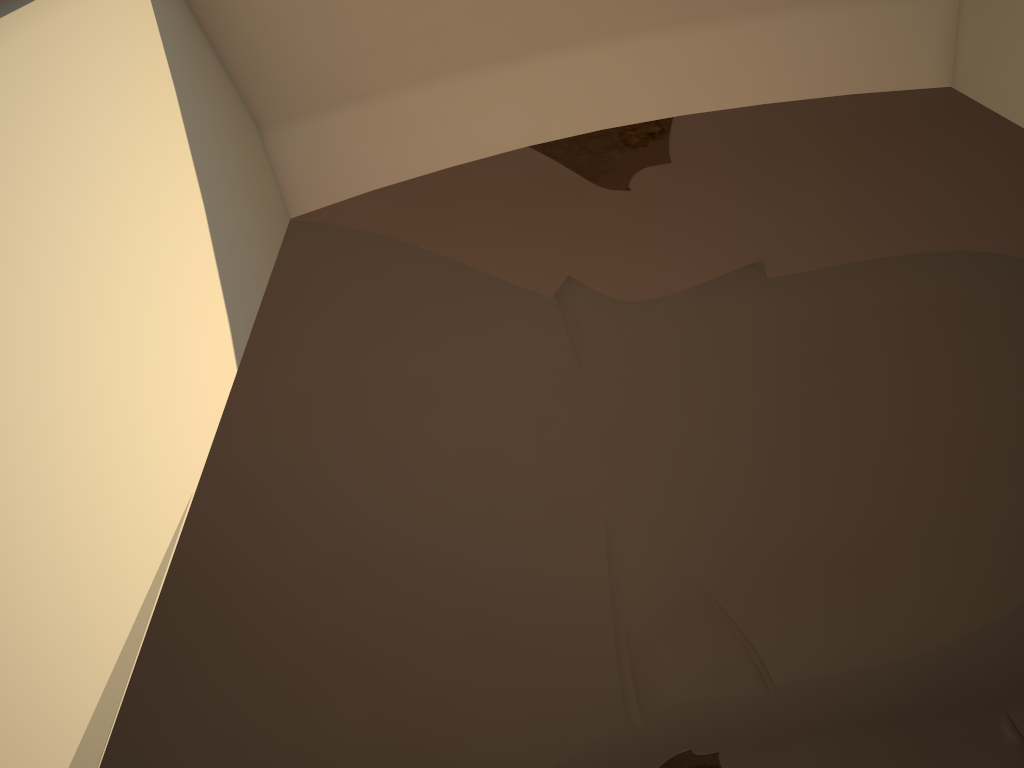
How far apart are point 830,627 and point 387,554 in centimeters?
462cm
